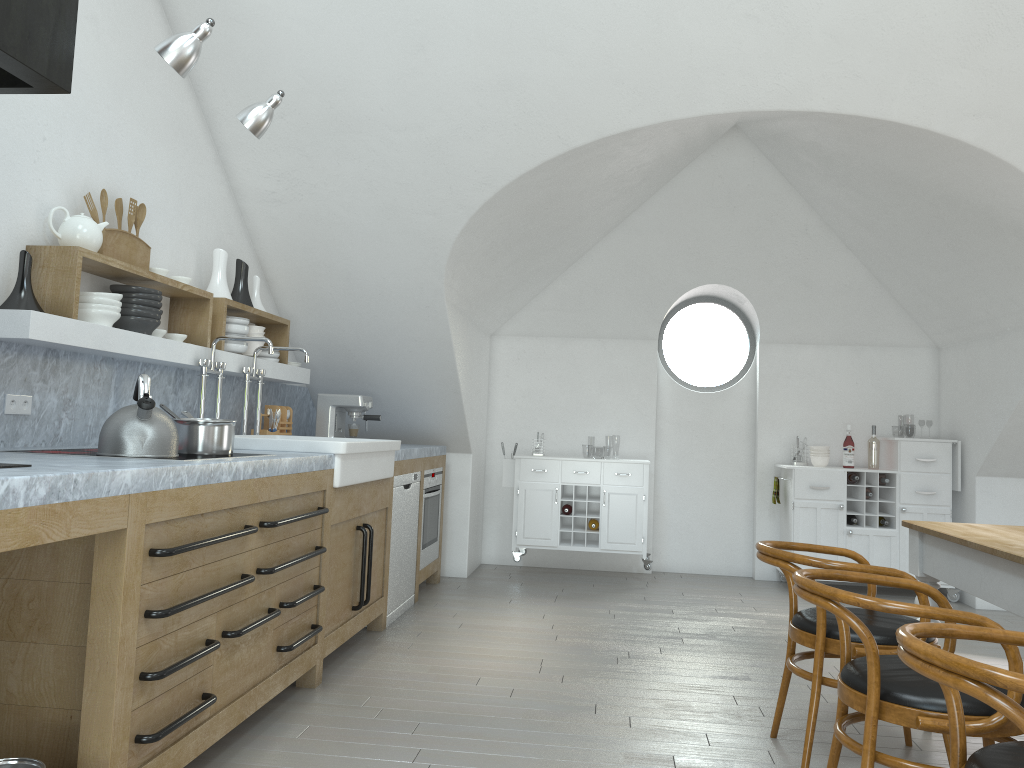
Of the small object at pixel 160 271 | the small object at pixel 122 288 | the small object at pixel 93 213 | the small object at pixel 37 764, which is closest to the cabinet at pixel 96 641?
the small object at pixel 37 764

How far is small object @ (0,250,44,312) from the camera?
3.0 meters

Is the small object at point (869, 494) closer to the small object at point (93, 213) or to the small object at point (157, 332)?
the small object at point (157, 332)

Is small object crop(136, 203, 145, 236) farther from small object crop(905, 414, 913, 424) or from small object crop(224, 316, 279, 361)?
small object crop(905, 414, 913, 424)

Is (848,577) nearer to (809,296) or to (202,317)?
(202,317)

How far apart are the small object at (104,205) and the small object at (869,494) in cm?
540

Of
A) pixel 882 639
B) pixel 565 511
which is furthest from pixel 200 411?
pixel 565 511

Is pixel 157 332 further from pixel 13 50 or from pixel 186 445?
pixel 13 50

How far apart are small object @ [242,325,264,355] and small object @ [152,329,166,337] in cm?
88

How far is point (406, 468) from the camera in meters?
5.2
